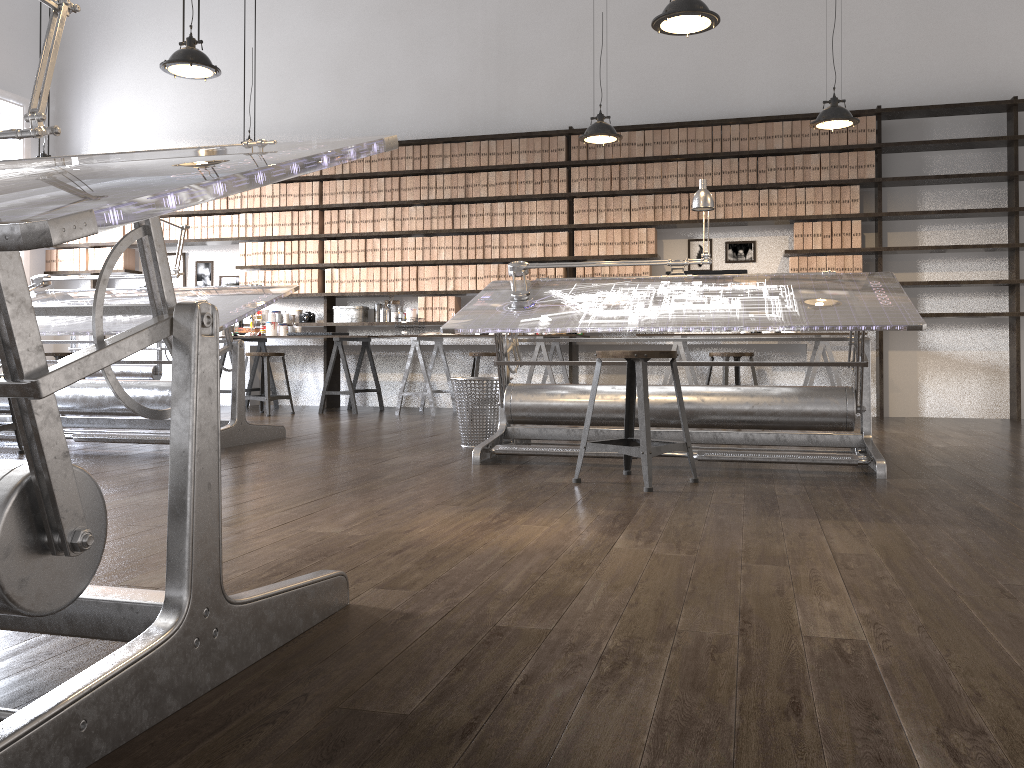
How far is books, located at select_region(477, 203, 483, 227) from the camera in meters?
7.8

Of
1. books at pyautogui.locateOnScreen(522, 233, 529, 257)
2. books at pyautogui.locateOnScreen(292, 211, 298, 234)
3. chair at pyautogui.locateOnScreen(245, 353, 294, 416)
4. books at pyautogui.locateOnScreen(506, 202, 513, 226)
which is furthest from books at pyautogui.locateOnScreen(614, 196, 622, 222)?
chair at pyautogui.locateOnScreen(245, 353, 294, 416)

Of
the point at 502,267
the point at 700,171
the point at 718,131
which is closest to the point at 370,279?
the point at 502,267

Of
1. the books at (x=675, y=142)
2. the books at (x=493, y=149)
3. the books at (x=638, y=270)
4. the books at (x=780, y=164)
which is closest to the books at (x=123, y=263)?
the books at (x=493, y=149)

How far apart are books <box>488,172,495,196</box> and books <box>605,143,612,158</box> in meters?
1.0

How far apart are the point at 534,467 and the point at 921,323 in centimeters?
171cm

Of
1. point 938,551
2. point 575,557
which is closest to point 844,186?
point 938,551

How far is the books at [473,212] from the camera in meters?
7.8 m

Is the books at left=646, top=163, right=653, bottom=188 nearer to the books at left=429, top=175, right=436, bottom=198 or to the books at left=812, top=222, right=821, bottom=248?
the books at left=812, top=222, right=821, bottom=248

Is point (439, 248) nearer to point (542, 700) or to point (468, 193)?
point (468, 193)
